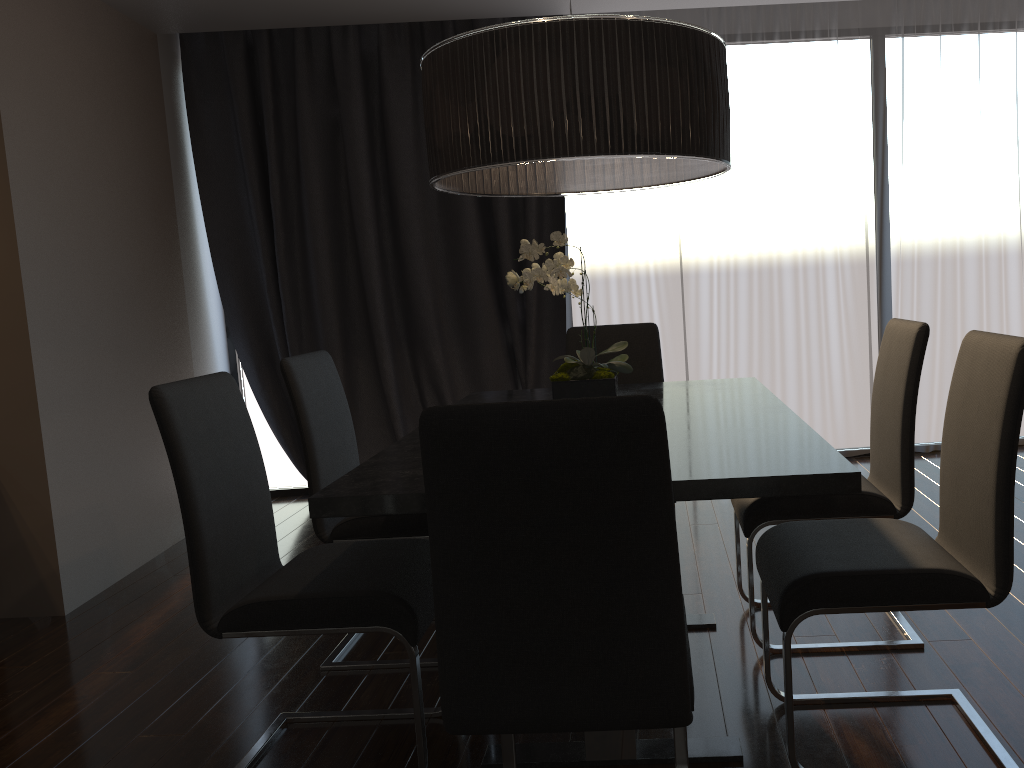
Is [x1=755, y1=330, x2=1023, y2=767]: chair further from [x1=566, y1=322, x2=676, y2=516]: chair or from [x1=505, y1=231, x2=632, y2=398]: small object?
[x1=566, y1=322, x2=676, y2=516]: chair

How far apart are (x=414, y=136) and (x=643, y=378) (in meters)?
2.18

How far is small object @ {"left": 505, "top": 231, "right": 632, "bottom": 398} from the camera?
2.04m

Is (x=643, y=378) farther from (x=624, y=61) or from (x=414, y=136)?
(x=414, y=136)

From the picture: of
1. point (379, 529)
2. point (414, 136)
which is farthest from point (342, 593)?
point (414, 136)

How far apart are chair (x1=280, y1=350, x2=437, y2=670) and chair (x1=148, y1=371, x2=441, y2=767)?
0.31m

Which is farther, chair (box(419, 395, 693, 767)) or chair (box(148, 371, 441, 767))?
chair (box(148, 371, 441, 767))

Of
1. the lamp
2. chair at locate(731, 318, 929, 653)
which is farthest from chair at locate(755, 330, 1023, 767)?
the lamp

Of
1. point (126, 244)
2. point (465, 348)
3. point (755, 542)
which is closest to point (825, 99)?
point (465, 348)

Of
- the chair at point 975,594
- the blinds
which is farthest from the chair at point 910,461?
the blinds
